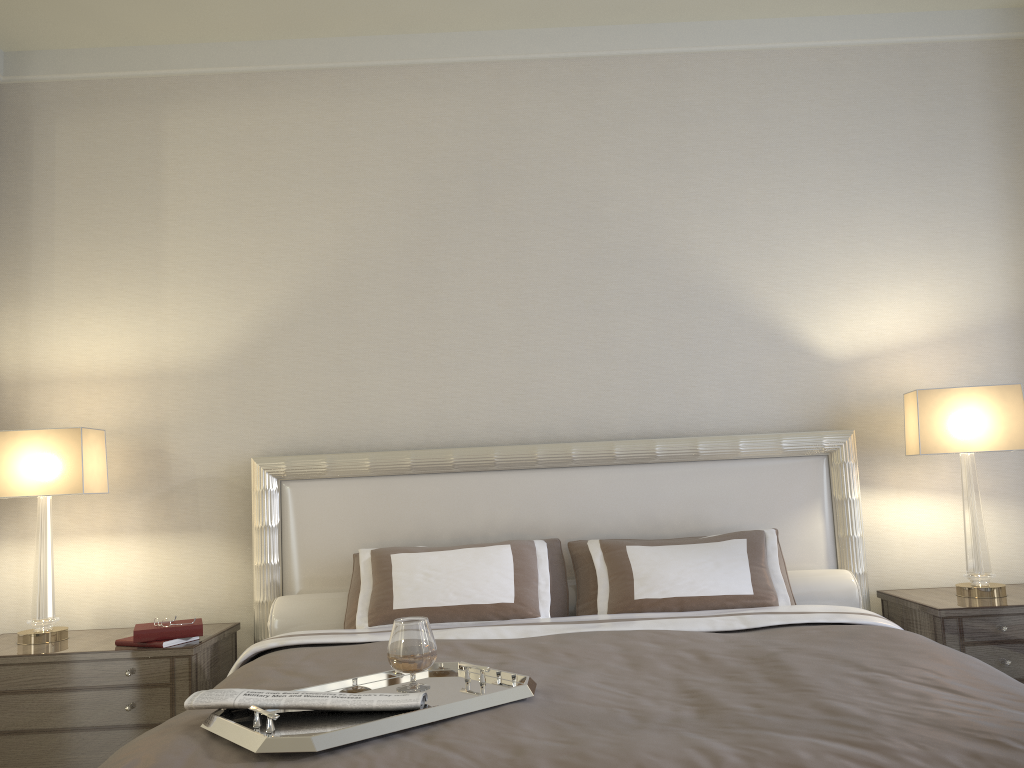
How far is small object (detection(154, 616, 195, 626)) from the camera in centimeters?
302cm

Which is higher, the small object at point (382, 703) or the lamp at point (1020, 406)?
the lamp at point (1020, 406)

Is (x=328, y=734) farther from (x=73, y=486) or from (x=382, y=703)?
(x=73, y=486)

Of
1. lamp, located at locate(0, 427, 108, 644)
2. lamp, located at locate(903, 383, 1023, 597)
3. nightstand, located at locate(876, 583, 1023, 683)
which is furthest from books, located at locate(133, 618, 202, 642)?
lamp, located at locate(903, 383, 1023, 597)

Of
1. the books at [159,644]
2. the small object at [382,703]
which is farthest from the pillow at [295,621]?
the small object at [382,703]

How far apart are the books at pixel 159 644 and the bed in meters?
0.4

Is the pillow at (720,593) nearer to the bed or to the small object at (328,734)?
the bed

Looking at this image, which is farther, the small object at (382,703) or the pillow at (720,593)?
the pillow at (720,593)

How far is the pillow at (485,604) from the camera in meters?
3.0 m

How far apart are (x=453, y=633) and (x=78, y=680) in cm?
130
